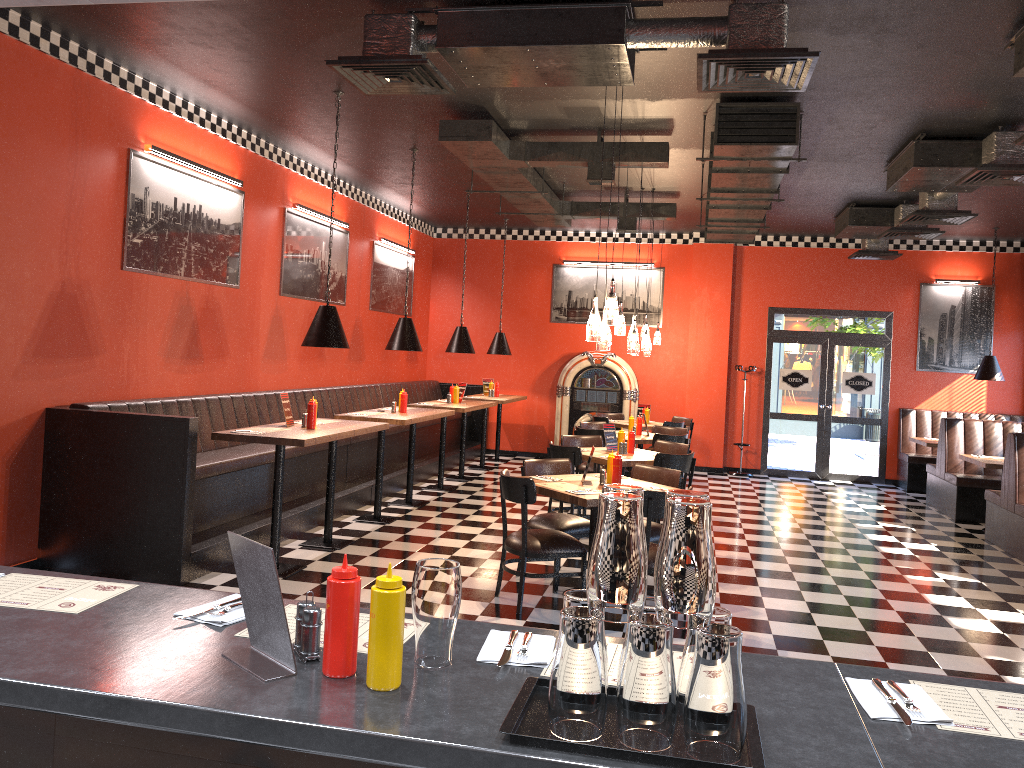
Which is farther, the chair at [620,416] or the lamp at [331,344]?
the chair at [620,416]

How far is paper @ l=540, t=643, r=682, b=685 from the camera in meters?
1.9

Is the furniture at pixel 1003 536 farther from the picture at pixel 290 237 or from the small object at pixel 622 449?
the picture at pixel 290 237

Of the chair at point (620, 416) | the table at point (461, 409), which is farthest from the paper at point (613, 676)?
the chair at point (620, 416)

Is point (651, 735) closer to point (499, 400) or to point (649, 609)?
point (649, 609)

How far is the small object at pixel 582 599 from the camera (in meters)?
1.65

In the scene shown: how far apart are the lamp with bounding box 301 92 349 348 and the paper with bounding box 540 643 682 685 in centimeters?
521cm

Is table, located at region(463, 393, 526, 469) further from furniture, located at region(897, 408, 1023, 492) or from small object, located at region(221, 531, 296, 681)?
small object, located at region(221, 531, 296, 681)

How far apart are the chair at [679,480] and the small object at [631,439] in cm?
158

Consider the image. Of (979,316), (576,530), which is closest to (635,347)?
(576,530)
